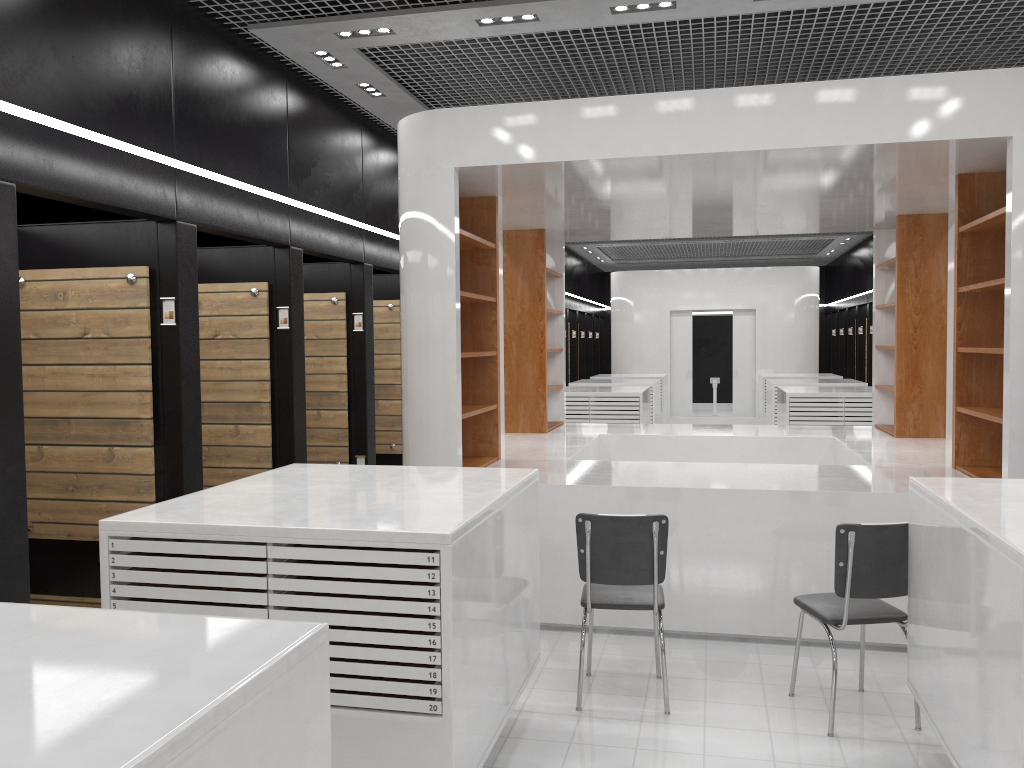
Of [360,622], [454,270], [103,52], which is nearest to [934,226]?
[454,270]

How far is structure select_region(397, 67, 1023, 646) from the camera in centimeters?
515cm

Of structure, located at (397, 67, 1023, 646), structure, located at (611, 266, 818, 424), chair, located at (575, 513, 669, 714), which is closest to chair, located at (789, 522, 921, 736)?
chair, located at (575, 513, 669, 714)

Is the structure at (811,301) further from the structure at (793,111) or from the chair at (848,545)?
the chair at (848,545)

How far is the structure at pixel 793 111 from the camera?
5.2m

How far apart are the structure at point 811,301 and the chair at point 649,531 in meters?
14.0 m

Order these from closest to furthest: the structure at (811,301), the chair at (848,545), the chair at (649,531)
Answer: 1. the chair at (848,545)
2. the chair at (649,531)
3. the structure at (811,301)

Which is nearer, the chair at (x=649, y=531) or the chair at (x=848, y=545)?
the chair at (x=848, y=545)

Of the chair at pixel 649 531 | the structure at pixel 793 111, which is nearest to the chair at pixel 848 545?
the chair at pixel 649 531

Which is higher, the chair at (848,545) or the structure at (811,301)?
the structure at (811,301)
